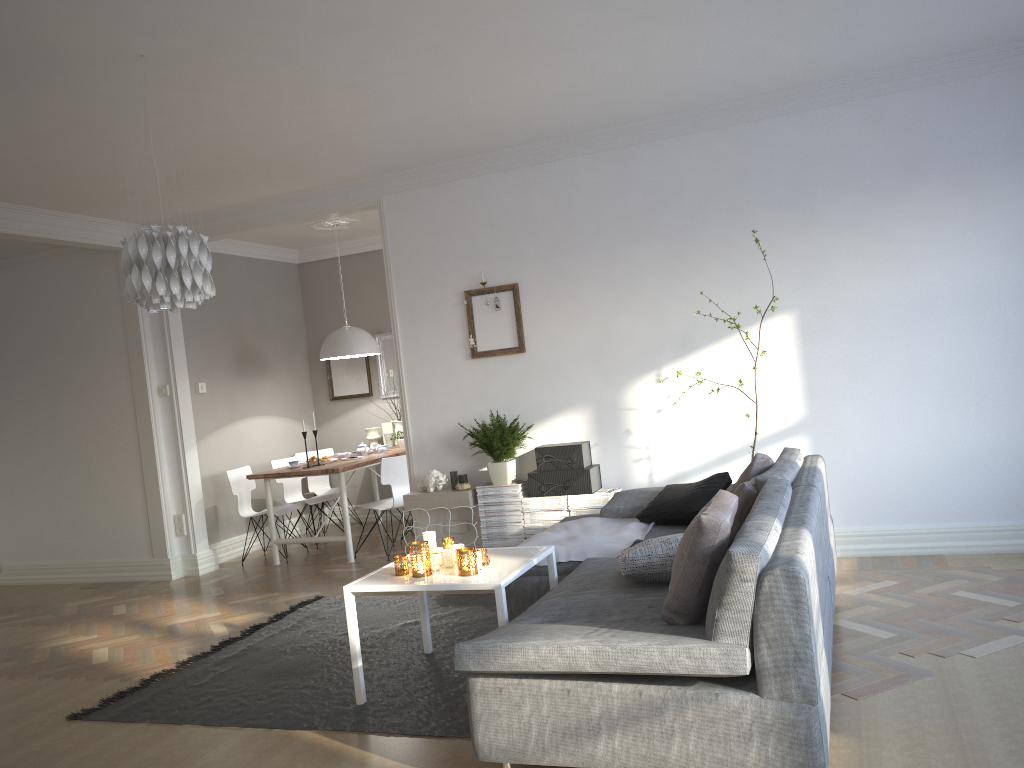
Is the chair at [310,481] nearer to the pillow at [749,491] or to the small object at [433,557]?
the small object at [433,557]

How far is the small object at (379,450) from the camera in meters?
7.7 m

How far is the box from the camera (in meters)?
5.62

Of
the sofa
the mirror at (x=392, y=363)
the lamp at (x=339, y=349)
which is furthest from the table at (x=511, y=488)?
the mirror at (x=392, y=363)

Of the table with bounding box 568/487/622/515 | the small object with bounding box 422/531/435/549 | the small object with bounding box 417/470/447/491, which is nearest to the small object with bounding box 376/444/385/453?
the small object with bounding box 417/470/447/491

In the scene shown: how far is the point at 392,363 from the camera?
8.72m

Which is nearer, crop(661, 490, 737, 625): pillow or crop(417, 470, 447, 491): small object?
crop(661, 490, 737, 625): pillow

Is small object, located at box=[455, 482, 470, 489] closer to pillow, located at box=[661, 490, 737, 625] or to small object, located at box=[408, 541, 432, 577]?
small object, located at box=[408, 541, 432, 577]

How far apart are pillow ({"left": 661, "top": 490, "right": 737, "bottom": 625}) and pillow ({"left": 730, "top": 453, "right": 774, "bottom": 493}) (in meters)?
1.30

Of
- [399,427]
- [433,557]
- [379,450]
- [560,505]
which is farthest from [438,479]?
[399,427]
